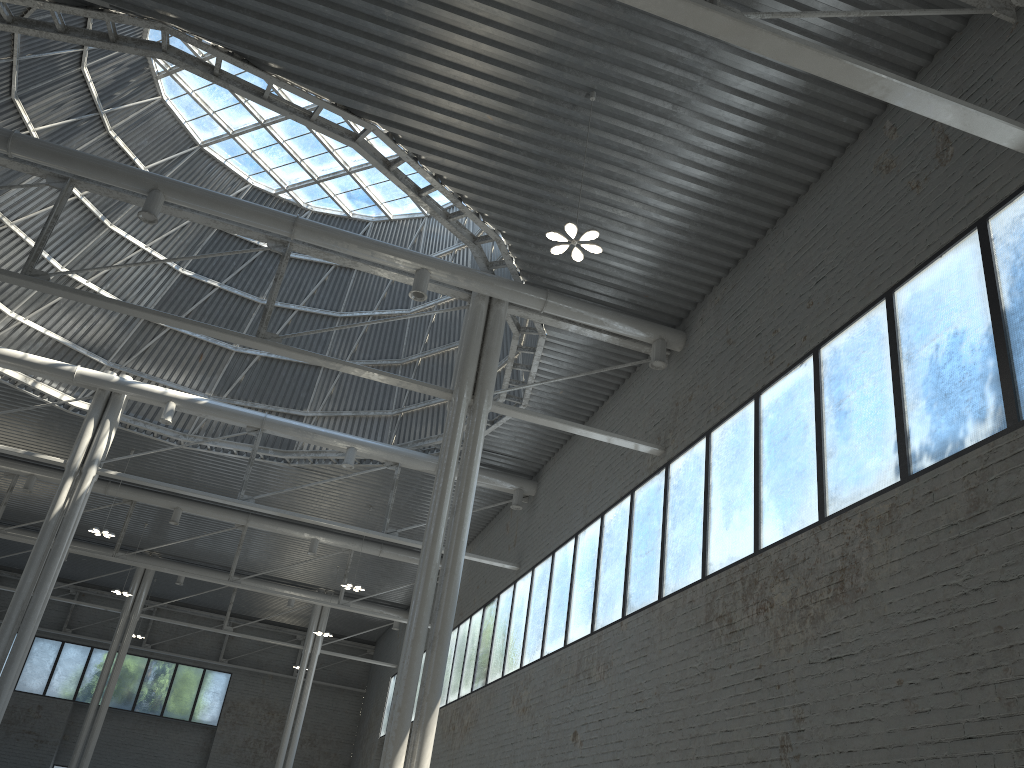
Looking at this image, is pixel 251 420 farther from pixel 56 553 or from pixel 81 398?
pixel 56 553
